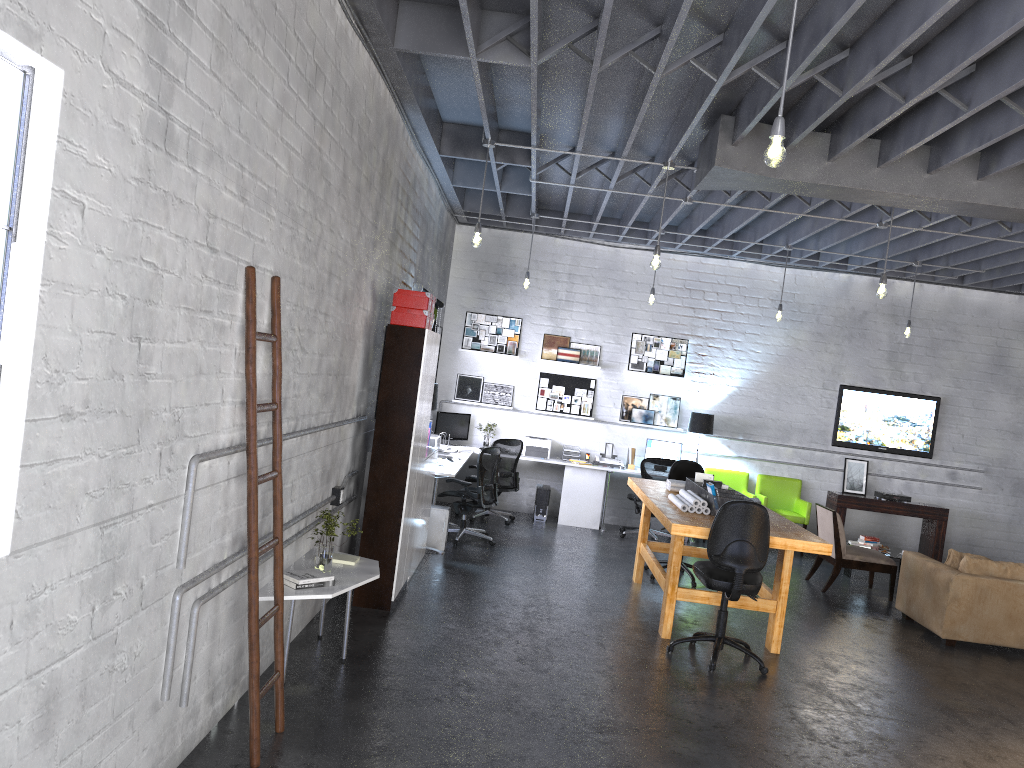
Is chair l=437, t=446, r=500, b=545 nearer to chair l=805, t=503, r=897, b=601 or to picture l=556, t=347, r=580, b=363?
picture l=556, t=347, r=580, b=363

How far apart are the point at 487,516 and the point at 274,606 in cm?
704

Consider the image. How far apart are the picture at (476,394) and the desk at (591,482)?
1.2m

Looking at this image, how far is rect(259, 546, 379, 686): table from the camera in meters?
4.6

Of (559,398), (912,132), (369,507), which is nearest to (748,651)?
(369,507)

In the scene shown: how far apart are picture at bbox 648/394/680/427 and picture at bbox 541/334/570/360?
1.3m

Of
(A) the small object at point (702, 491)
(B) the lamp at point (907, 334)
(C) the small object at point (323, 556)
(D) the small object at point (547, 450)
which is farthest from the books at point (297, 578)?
(B) the lamp at point (907, 334)

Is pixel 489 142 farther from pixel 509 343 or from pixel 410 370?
pixel 509 343

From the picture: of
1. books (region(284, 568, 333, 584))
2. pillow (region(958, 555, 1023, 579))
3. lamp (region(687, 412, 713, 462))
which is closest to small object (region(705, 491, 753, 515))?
pillow (region(958, 555, 1023, 579))

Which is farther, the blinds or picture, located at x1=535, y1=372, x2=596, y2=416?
picture, located at x1=535, y1=372, x2=596, y2=416
